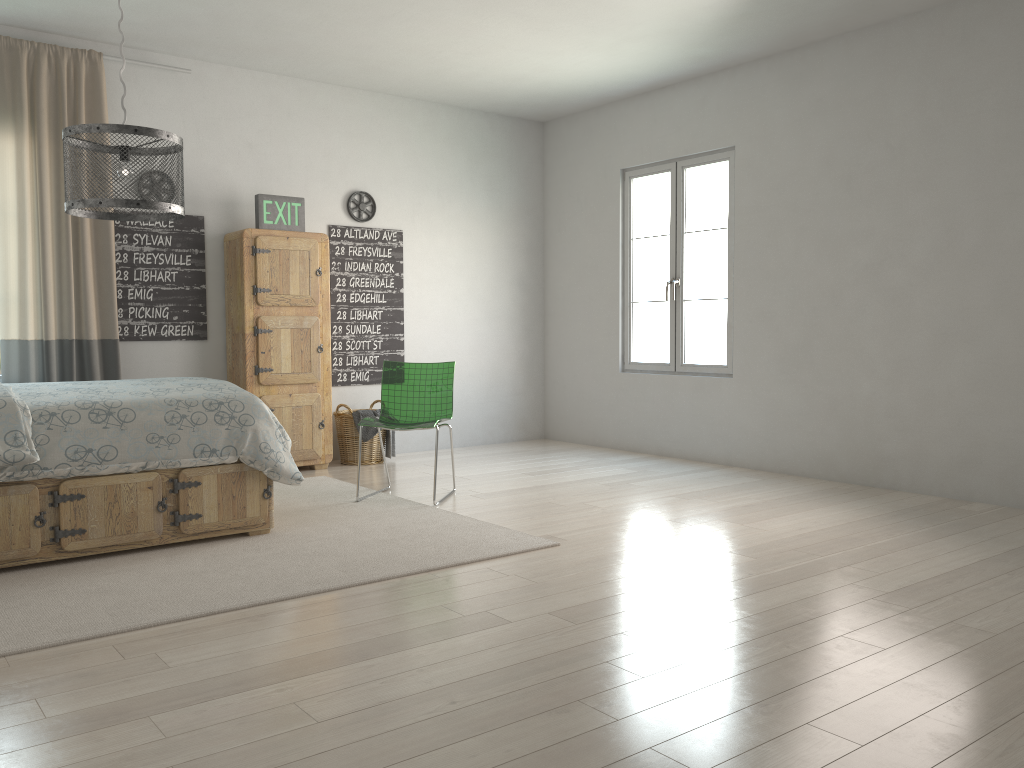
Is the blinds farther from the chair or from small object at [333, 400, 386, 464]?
the chair

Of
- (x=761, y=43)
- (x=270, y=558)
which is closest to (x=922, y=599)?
(x=270, y=558)

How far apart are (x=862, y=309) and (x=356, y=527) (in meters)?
3.18

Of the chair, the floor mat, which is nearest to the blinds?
the floor mat

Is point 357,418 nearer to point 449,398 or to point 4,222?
Result: point 449,398

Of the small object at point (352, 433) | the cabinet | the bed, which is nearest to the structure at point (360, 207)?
the cabinet

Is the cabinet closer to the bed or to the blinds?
Result: the blinds

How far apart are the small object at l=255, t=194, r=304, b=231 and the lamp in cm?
251

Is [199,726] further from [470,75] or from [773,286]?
[470,75]

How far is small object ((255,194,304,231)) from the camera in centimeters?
568cm
